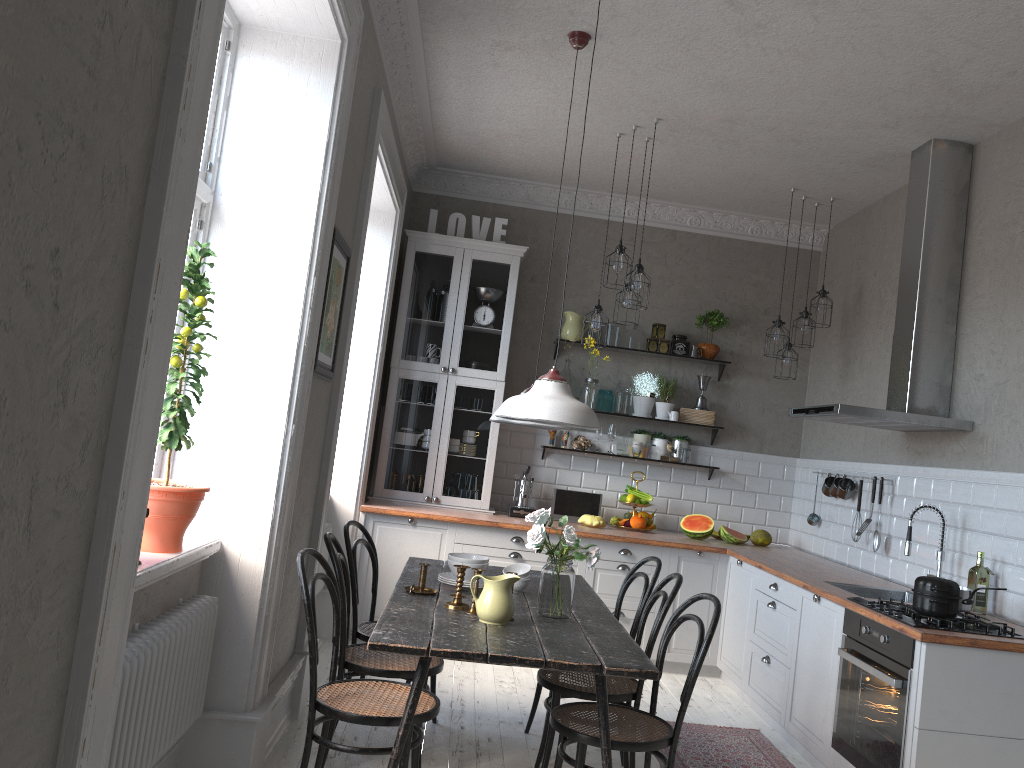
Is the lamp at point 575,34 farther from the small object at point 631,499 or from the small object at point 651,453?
the small object at point 651,453

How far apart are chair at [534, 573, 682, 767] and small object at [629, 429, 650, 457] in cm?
277

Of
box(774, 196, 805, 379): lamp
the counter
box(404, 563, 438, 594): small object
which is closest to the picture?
box(404, 563, 438, 594): small object

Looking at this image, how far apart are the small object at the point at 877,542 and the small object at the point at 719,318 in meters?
1.9 m

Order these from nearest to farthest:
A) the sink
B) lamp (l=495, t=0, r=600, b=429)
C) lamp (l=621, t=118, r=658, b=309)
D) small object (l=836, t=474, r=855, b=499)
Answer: lamp (l=495, t=0, r=600, b=429) → the sink → lamp (l=621, t=118, r=658, b=309) → small object (l=836, t=474, r=855, b=499)

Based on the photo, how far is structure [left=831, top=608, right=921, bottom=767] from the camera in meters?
3.4

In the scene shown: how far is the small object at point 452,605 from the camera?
3.3 meters

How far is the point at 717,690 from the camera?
5.5 meters

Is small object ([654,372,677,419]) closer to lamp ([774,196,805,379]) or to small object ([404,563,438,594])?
lamp ([774,196,805,379])

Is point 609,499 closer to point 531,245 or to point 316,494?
point 531,245
